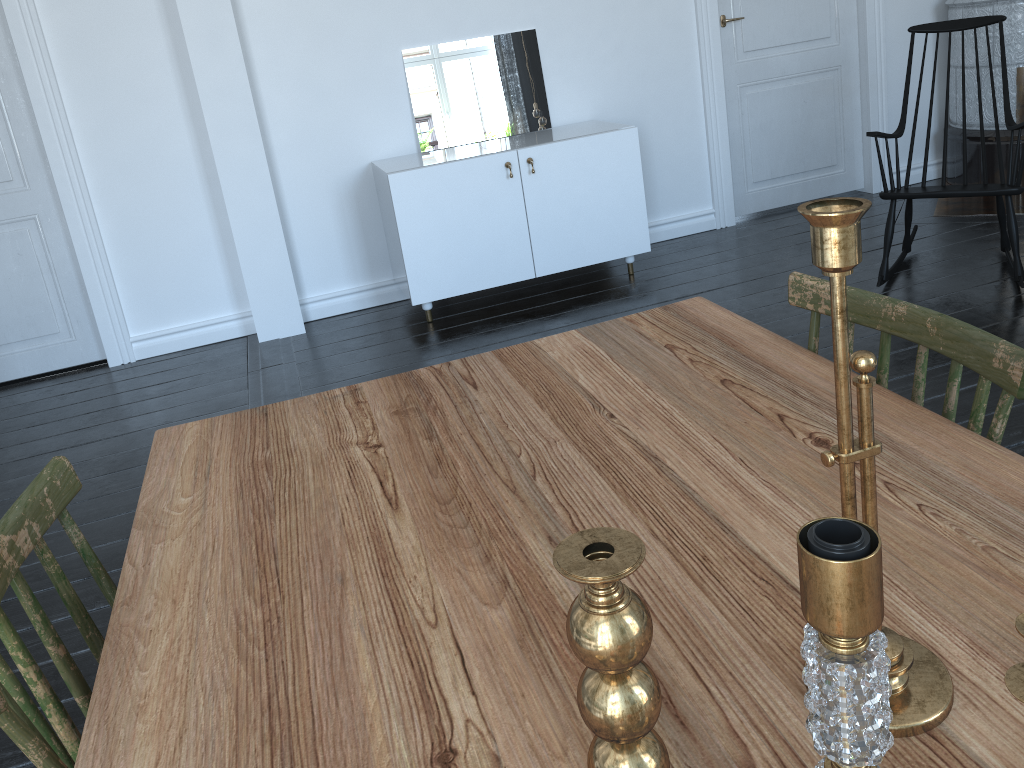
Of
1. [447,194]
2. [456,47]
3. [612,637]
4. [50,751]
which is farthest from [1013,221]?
[50,751]

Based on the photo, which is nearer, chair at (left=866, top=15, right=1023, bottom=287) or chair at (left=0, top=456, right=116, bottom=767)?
chair at (left=0, top=456, right=116, bottom=767)

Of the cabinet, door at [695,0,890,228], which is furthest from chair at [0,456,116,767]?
door at [695,0,890,228]

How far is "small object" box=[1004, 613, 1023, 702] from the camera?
0.6 meters

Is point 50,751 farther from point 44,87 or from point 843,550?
point 44,87

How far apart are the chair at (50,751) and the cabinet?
2.81m

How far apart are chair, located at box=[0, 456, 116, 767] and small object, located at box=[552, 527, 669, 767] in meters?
0.5

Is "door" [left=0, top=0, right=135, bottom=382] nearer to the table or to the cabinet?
the cabinet

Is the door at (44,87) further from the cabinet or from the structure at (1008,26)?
the structure at (1008,26)

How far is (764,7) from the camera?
4.70m
